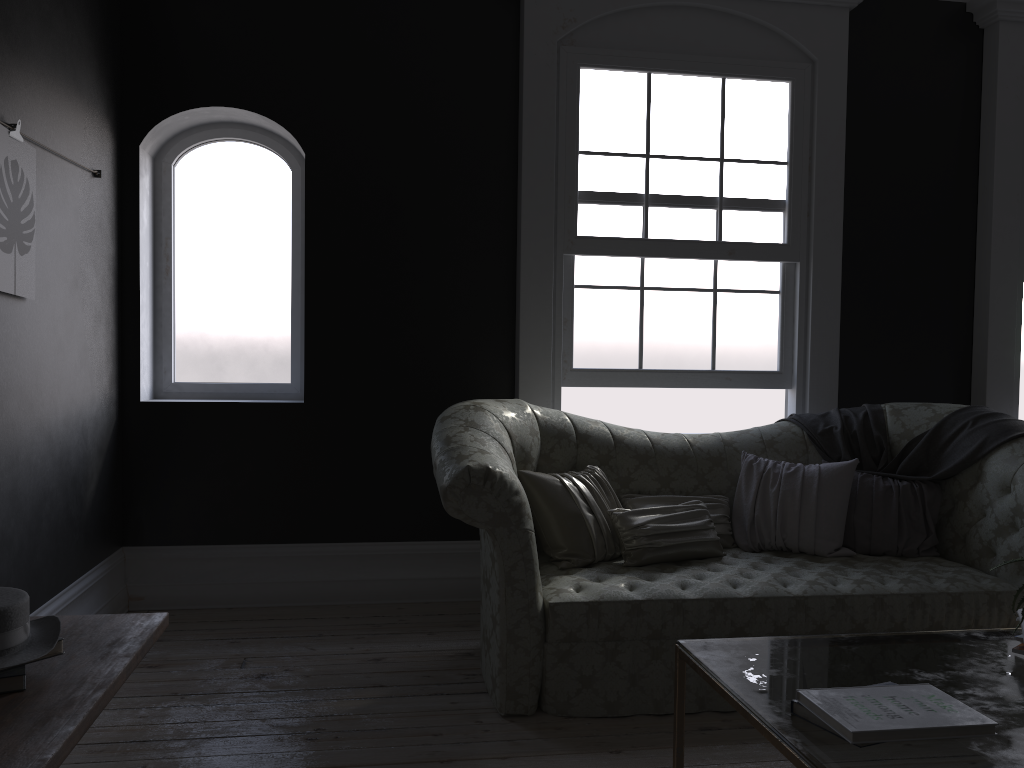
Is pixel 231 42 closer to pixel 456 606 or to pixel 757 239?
pixel 757 239

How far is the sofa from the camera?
3.24m

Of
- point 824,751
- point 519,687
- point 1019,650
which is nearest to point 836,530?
point 519,687

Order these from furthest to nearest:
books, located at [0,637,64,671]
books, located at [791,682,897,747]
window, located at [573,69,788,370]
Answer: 1. window, located at [573,69,788,370]
2. books, located at [791,682,897,747]
3. books, located at [0,637,64,671]

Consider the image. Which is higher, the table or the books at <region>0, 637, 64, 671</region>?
the books at <region>0, 637, 64, 671</region>

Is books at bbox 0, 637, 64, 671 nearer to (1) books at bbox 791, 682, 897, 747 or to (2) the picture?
(1) books at bbox 791, 682, 897, 747

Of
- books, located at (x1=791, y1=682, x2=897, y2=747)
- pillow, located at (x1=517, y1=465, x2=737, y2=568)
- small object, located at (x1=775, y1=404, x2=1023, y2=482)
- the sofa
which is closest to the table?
books, located at (x1=791, y1=682, x2=897, y2=747)

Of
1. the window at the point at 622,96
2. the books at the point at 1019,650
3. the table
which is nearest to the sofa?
the window at the point at 622,96

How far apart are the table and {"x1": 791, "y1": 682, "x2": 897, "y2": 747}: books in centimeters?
1cm

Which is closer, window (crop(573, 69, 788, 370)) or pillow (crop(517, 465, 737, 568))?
pillow (crop(517, 465, 737, 568))
